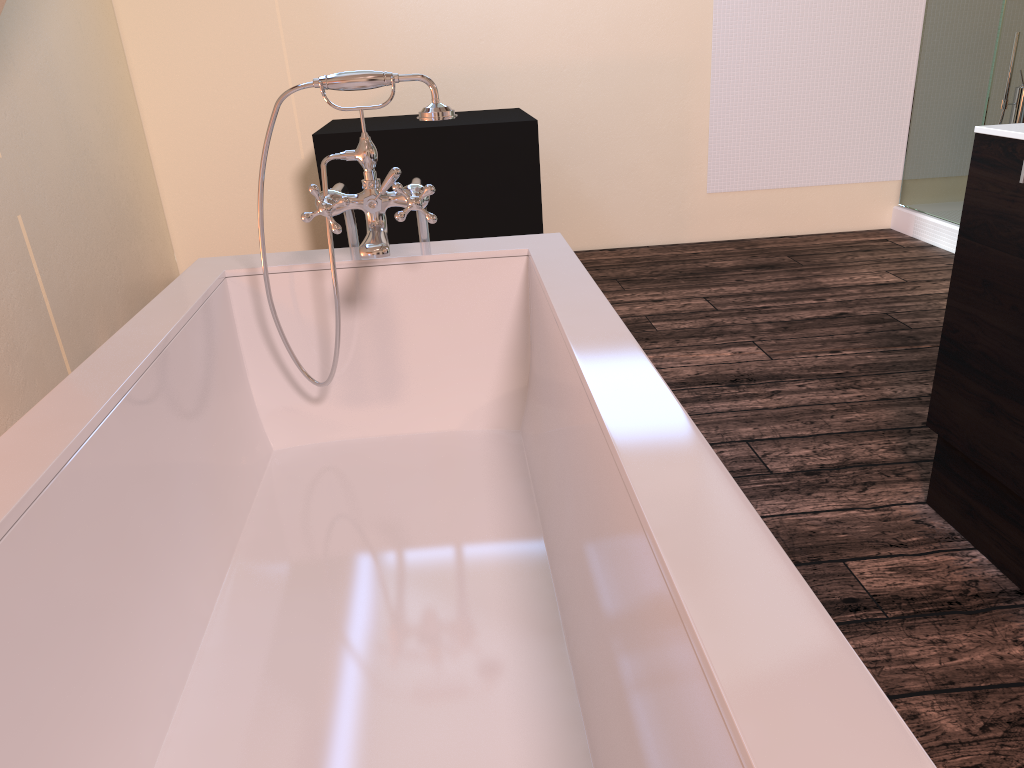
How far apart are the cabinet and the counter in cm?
1

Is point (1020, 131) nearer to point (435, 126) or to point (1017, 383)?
point (1017, 383)

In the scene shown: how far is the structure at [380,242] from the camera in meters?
1.6 m

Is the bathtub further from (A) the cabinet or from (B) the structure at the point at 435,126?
(B) the structure at the point at 435,126

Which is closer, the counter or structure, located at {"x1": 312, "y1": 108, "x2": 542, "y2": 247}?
the counter

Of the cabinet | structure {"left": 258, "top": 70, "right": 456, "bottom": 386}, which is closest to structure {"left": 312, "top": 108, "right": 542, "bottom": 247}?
structure {"left": 258, "top": 70, "right": 456, "bottom": 386}

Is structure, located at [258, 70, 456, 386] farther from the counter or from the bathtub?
the counter

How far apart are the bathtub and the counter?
0.82m

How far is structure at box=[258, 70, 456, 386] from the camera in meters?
1.6 m

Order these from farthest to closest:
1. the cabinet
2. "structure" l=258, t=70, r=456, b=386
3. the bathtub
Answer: the cabinet → "structure" l=258, t=70, r=456, b=386 → the bathtub
